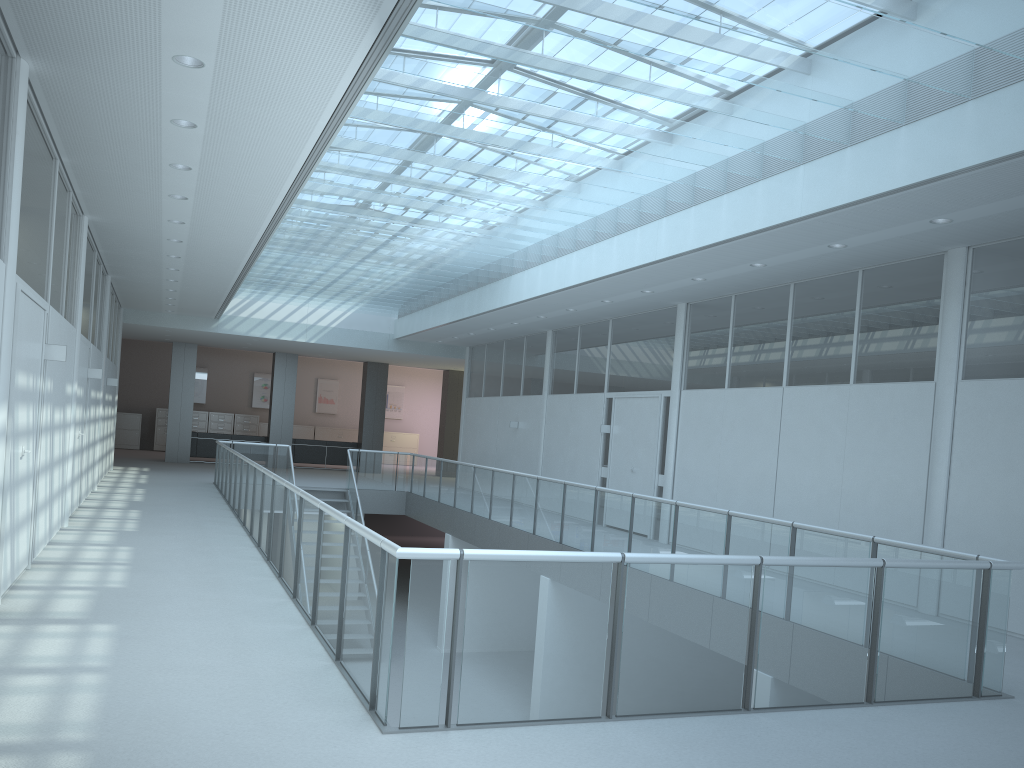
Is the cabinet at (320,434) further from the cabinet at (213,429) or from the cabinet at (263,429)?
the cabinet at (213,429)

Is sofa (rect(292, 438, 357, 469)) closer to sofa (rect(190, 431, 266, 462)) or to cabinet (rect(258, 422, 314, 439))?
sofa (rect(190, 431, 266, 462))

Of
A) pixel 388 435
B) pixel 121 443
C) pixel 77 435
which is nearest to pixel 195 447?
pixel 121 443

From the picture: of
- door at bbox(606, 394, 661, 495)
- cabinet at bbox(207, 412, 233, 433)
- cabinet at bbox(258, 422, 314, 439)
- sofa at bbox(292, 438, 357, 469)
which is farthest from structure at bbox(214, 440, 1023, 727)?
cabinet at bbox(258, 422, 314, 439)

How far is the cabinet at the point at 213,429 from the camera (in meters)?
25.75

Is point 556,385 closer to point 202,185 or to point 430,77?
point 202,185

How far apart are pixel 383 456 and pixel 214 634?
11.68m

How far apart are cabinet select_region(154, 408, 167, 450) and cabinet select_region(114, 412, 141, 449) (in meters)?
0.57

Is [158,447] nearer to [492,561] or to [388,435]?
[388,435]

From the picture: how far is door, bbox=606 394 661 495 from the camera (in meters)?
11.72
